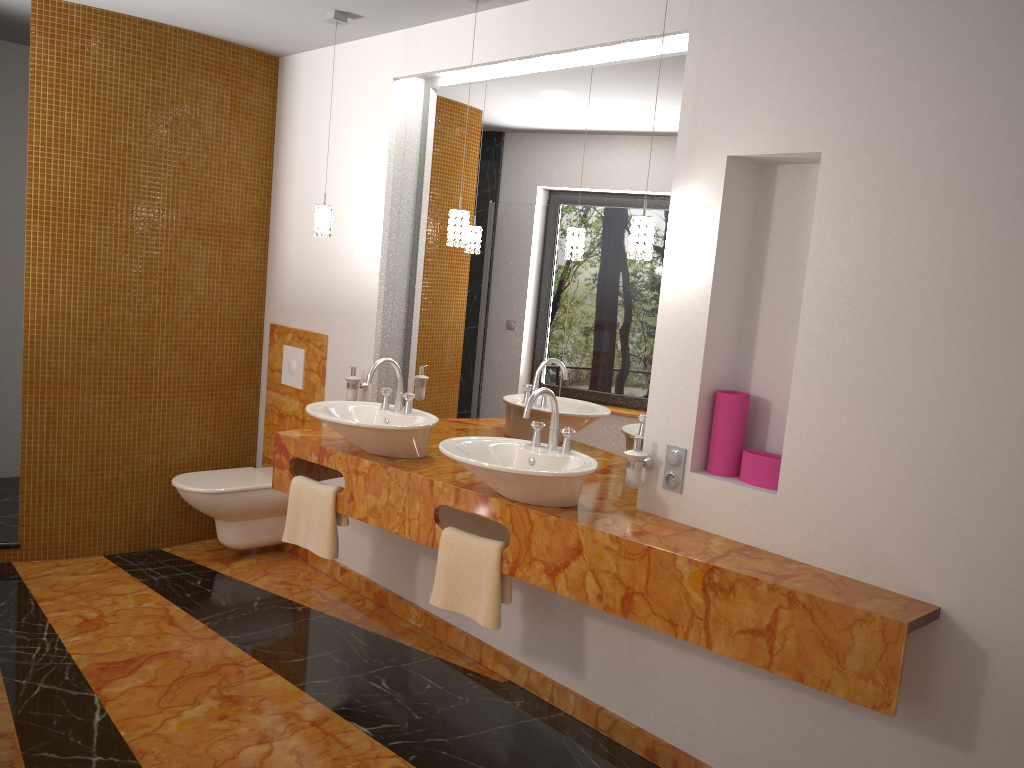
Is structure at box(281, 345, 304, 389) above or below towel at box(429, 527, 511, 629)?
above

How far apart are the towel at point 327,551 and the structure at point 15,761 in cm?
108

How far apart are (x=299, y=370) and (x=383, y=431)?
1.43m

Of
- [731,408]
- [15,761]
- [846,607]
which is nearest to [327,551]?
[15,761]

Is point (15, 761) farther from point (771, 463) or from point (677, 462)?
point (771, 463)

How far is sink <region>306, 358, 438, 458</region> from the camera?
3.13m

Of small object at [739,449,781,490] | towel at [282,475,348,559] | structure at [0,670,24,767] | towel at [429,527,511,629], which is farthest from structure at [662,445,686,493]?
structure at [0,670,24,767]

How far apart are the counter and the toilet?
0.6m

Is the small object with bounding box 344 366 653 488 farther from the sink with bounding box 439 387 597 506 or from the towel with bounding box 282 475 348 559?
the towel with bounding box 282 475 348 559

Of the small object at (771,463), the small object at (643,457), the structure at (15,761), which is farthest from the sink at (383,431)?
the structure at (15,761)
